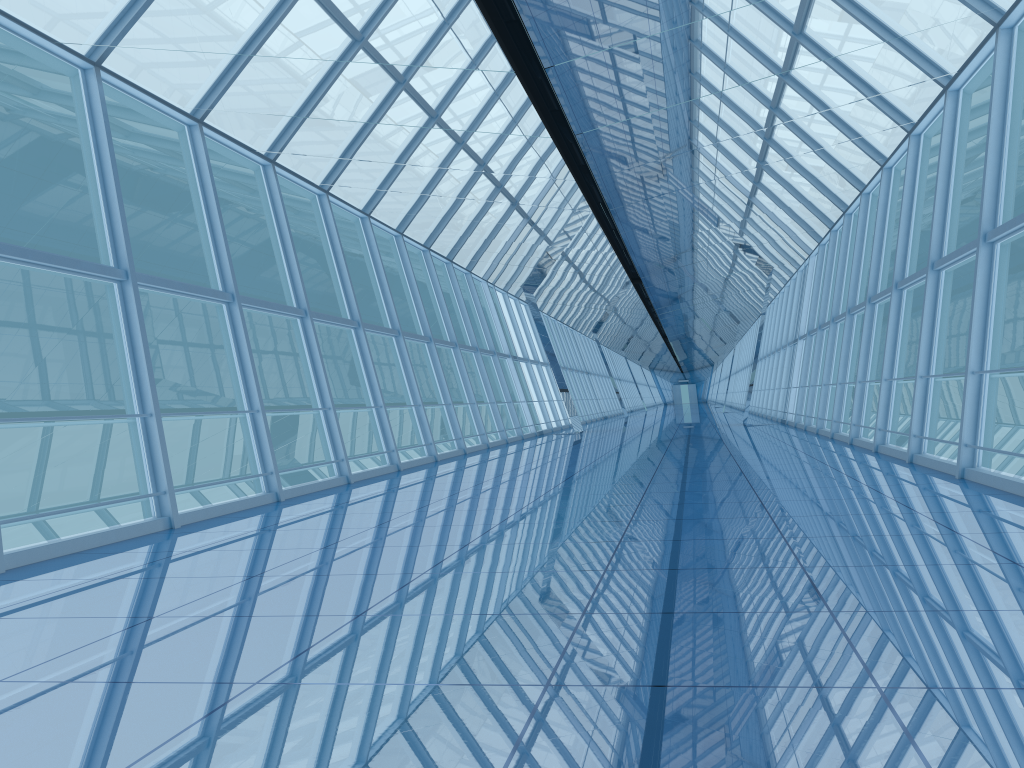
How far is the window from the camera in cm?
854

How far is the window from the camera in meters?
Result: 8.5

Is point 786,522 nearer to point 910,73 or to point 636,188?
point 910,73

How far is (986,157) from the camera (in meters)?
8.54
